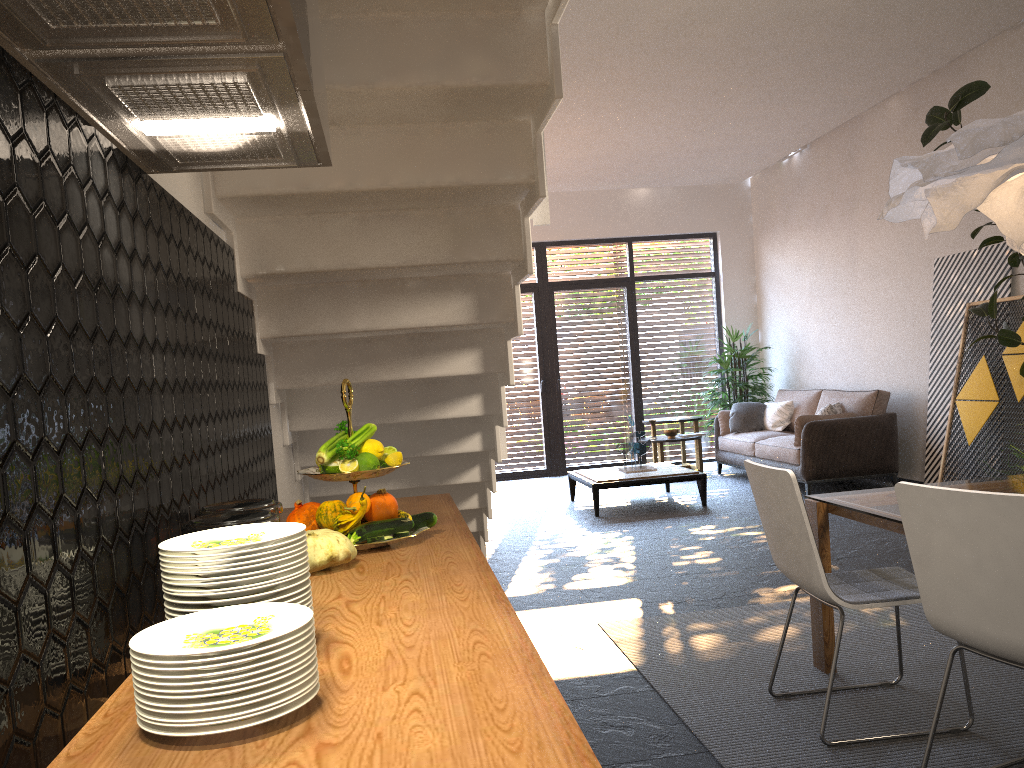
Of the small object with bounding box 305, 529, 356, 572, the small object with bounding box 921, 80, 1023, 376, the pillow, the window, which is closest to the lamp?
the small object with bounding box 305, 529, 356, 572

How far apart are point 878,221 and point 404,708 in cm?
847

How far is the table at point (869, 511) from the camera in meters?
3.1

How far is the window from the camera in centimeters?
1107cm

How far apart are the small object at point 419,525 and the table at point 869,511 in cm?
161

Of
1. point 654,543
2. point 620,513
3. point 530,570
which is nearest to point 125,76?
point 530,570

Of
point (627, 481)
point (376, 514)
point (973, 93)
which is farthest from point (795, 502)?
point (627, 481)

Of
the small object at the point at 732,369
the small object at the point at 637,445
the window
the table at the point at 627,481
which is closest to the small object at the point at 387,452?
the table at the point at 627,481

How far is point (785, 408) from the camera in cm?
939

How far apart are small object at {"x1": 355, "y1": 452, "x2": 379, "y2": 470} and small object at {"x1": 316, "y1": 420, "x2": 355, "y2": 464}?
0.1 meters
